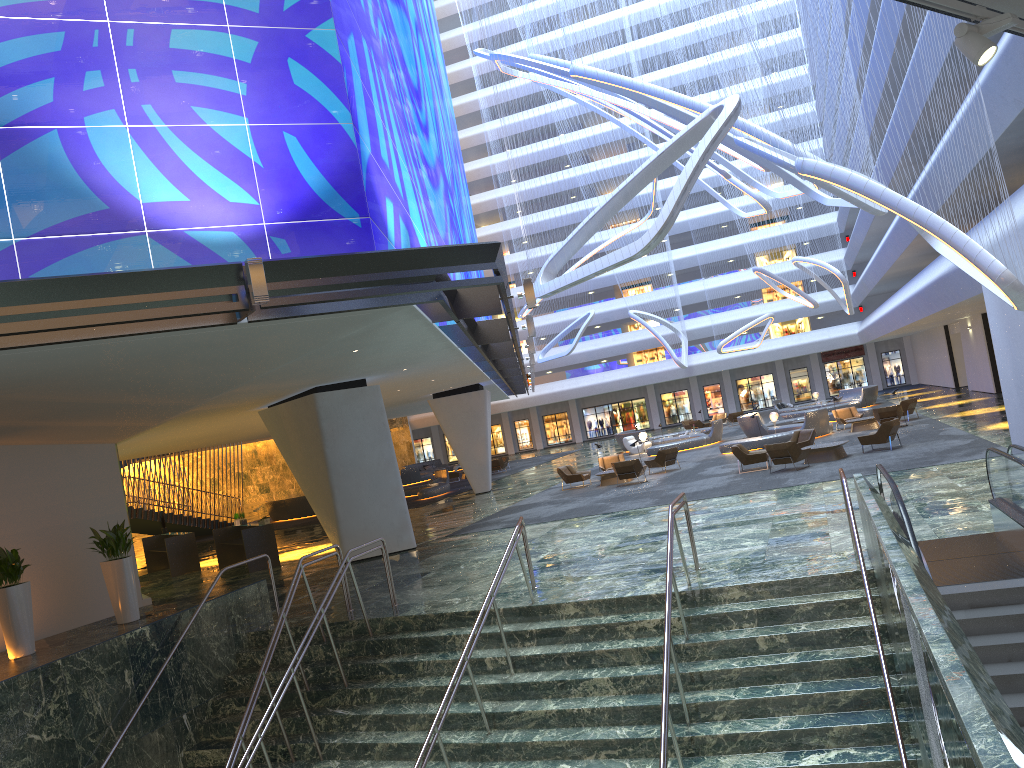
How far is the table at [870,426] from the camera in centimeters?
3073cm

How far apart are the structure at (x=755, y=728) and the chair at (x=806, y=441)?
13.9m

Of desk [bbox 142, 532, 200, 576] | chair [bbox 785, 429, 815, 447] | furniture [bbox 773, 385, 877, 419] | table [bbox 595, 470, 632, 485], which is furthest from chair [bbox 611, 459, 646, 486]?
furniture [bbox 773, 385, 877, 419]

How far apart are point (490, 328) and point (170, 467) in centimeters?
2276cm

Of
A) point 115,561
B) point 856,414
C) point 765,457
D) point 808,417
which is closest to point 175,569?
point 115,561

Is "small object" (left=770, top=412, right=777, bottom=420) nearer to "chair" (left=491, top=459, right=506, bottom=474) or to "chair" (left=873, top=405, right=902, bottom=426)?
"chair" (left=873, top=405, right=902, bottom=426)

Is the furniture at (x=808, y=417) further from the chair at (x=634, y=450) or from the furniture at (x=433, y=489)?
the furniture at (x=433, y=489)

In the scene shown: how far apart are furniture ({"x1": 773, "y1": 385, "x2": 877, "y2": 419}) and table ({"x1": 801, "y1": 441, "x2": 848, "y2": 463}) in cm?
2203

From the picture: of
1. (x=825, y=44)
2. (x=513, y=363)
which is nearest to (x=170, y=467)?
(x=513, y=363)

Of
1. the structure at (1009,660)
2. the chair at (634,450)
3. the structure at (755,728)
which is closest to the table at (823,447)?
the structure at (1009,660)
